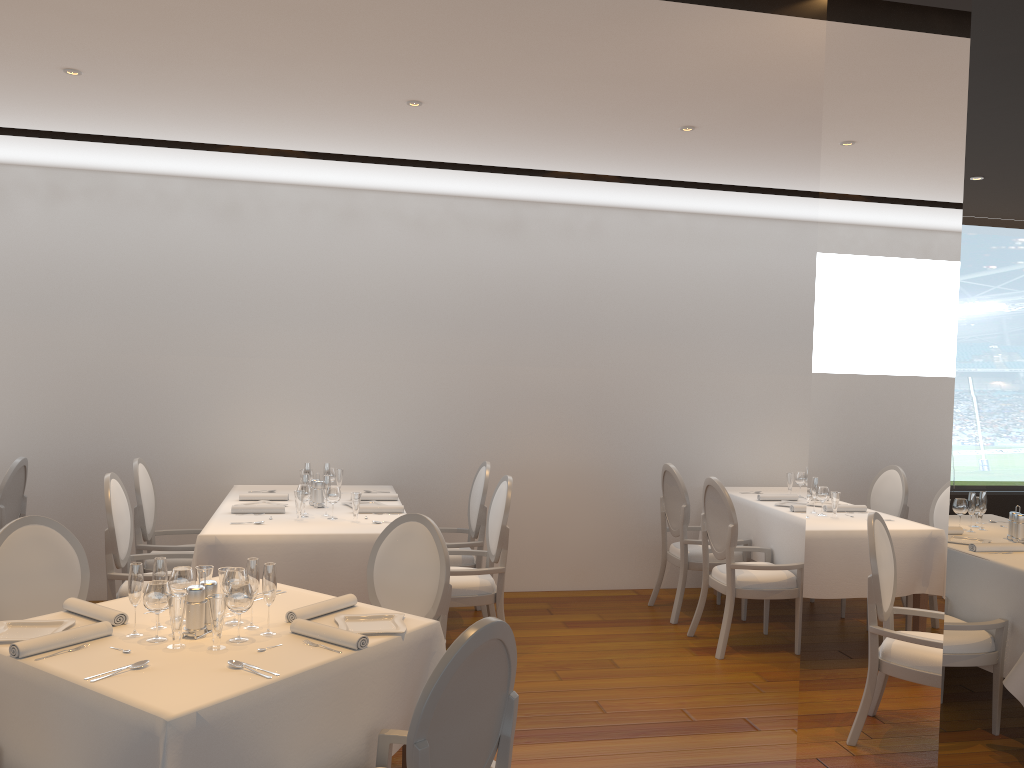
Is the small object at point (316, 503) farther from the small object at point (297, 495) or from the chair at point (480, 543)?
the chair at point (480, 543)

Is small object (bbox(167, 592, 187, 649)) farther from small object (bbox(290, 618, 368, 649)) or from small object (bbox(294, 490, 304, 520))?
small object (bbox(294, 490, 304, 520))

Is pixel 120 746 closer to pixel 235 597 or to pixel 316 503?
pixel 235 597

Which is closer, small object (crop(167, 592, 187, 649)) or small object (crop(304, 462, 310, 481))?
small object (crop(167, 592, 187, 649))

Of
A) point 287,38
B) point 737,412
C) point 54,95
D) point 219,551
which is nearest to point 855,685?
point 287,38

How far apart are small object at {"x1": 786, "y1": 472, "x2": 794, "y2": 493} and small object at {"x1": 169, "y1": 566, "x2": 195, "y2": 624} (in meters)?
4.82

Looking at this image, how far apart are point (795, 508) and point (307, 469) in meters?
3.2 m

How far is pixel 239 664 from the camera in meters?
2.6 m

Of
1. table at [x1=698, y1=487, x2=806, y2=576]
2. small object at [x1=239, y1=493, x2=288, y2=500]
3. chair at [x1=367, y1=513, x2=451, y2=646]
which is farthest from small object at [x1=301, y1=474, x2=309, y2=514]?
table at [x1=698, y1=487, x2=806, y2=576]

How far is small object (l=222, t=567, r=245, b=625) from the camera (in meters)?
3.02
